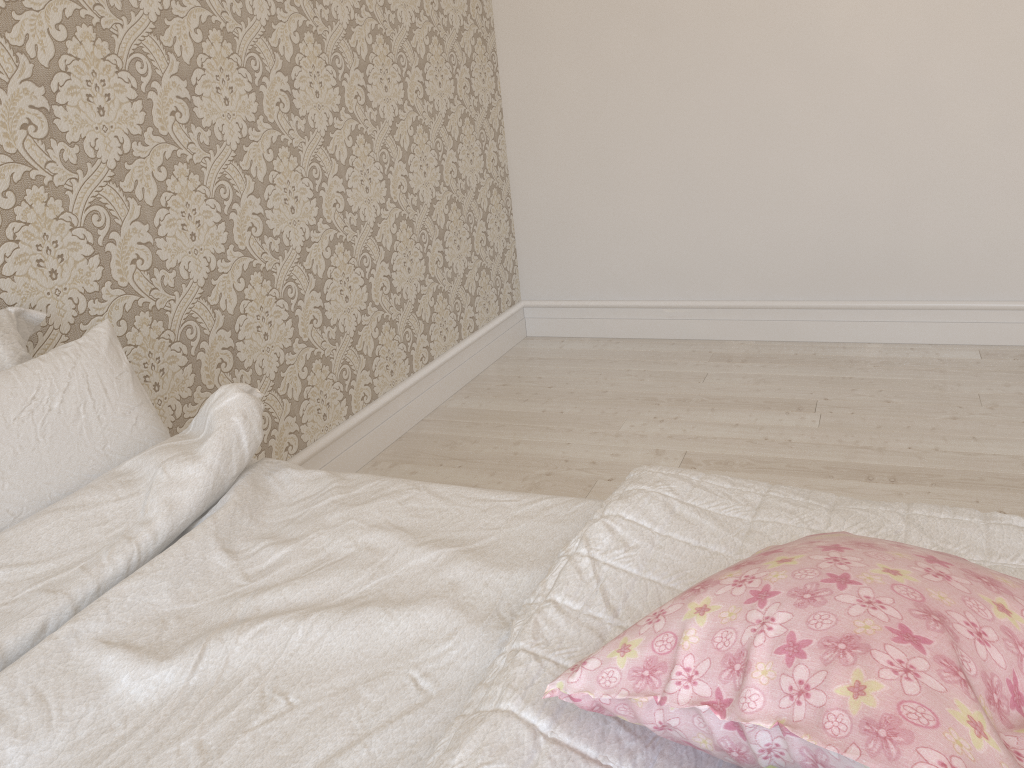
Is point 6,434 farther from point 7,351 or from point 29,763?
point 29,763

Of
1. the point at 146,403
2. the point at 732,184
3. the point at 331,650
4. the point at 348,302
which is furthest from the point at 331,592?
the point at 732,184

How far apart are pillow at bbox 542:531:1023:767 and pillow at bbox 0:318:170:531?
0.82m

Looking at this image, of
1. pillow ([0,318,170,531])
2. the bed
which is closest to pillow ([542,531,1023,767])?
the bed

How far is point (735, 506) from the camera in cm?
108

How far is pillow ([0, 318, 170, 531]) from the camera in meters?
1.2

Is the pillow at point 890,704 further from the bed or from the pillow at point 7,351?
the pillow at point 7,351

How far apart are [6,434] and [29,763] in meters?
0.5

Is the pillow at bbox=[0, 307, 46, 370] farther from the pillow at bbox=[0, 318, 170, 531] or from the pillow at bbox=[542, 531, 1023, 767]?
the pillow at bbox=[542, 531, 1023, 767]

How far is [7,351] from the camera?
1.41m
